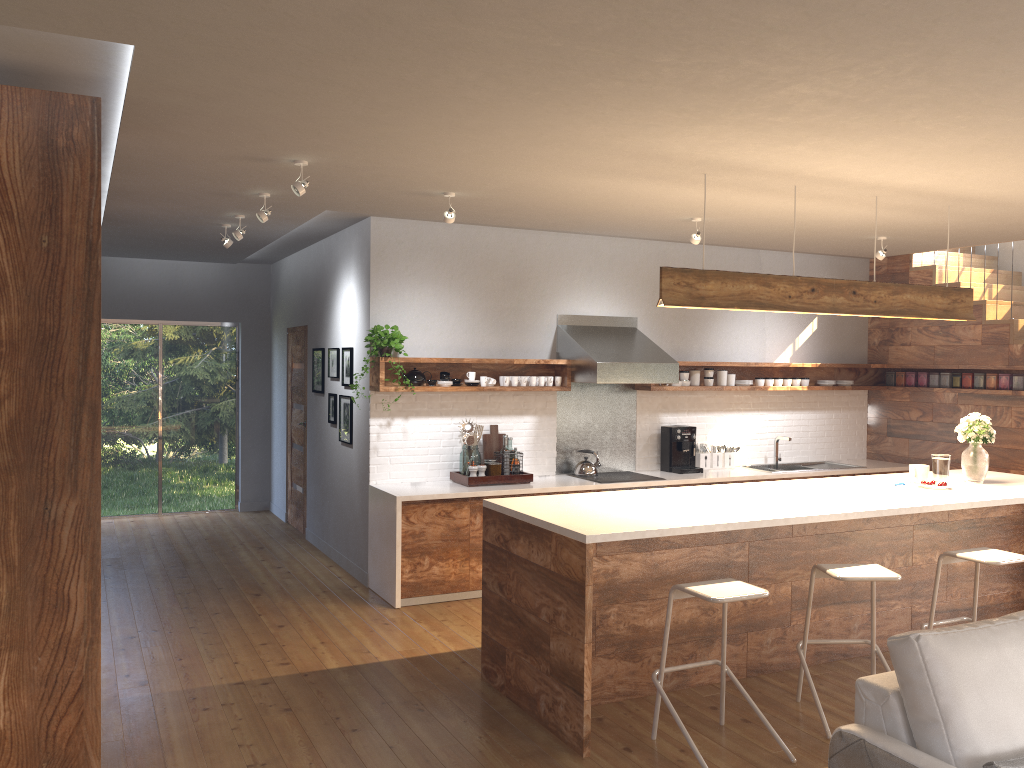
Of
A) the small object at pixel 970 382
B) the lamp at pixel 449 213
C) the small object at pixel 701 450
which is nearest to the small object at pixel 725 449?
the small object at pixel 701 450

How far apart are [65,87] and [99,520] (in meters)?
1.74

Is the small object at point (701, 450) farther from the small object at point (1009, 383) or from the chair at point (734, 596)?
the chair at point (734, 596)

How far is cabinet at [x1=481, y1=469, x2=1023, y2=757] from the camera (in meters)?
4.05

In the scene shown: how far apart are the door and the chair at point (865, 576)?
5.5m

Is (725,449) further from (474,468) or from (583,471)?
(474,468)

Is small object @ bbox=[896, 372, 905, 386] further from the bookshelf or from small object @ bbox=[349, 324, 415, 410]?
the bookshelf

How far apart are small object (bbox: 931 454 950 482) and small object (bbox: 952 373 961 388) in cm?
288

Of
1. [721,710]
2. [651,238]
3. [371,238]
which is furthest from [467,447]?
[721,710]

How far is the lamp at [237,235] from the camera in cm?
627
